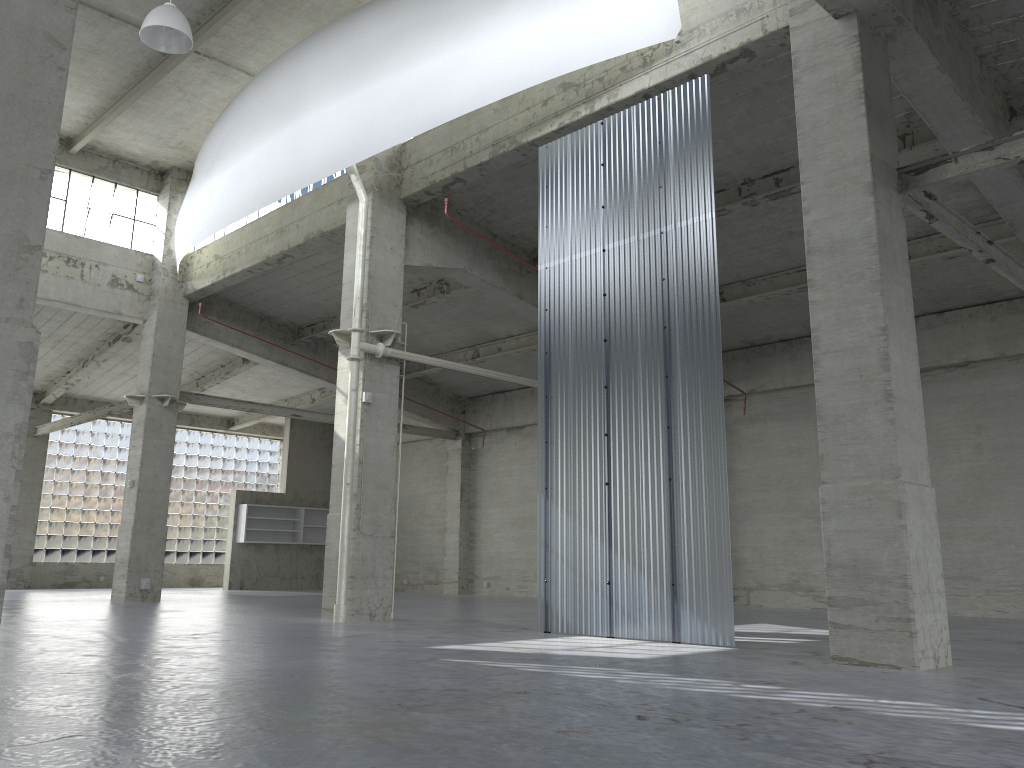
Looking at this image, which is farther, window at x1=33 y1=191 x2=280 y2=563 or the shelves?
the shelves

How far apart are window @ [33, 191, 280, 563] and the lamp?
28.9 meters

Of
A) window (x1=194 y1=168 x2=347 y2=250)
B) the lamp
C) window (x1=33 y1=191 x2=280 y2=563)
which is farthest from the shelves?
the lamp

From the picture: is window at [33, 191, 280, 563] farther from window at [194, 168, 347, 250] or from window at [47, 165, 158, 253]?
window at [194, 168, 347, 250]

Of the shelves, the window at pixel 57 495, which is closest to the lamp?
the shelves

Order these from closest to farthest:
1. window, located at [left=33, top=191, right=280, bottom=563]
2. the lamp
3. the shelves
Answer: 1. the lamp
2. window, located at [left=33, top=191, right=280, bottom=563]
3. the shelves

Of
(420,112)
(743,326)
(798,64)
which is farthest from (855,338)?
(743,326)

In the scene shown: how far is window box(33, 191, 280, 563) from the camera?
42.3 meters

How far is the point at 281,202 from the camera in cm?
2812

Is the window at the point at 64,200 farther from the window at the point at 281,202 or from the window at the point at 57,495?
the window at the point at 57,495
